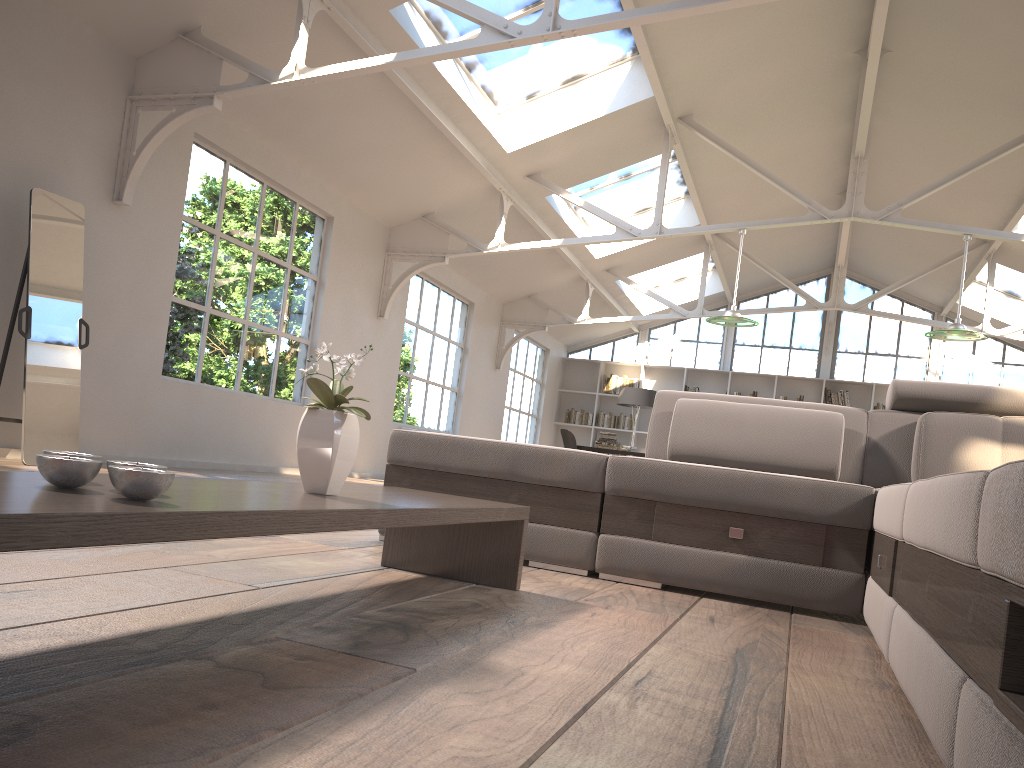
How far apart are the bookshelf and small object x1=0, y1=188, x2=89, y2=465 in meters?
11.2

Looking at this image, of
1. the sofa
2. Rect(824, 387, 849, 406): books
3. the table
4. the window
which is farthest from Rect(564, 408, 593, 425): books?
the table

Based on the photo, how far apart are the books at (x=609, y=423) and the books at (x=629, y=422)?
0.12m

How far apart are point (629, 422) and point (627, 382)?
0.7 meters

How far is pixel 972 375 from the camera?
13.98m

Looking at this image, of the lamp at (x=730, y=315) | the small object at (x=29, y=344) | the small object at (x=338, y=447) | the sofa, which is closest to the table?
the small object at (x=338, y=447)

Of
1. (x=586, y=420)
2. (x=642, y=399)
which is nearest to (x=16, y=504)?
(x=642, y=399)

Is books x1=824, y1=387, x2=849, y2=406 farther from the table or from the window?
the table

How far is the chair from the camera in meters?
12.5

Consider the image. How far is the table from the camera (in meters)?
0.86
